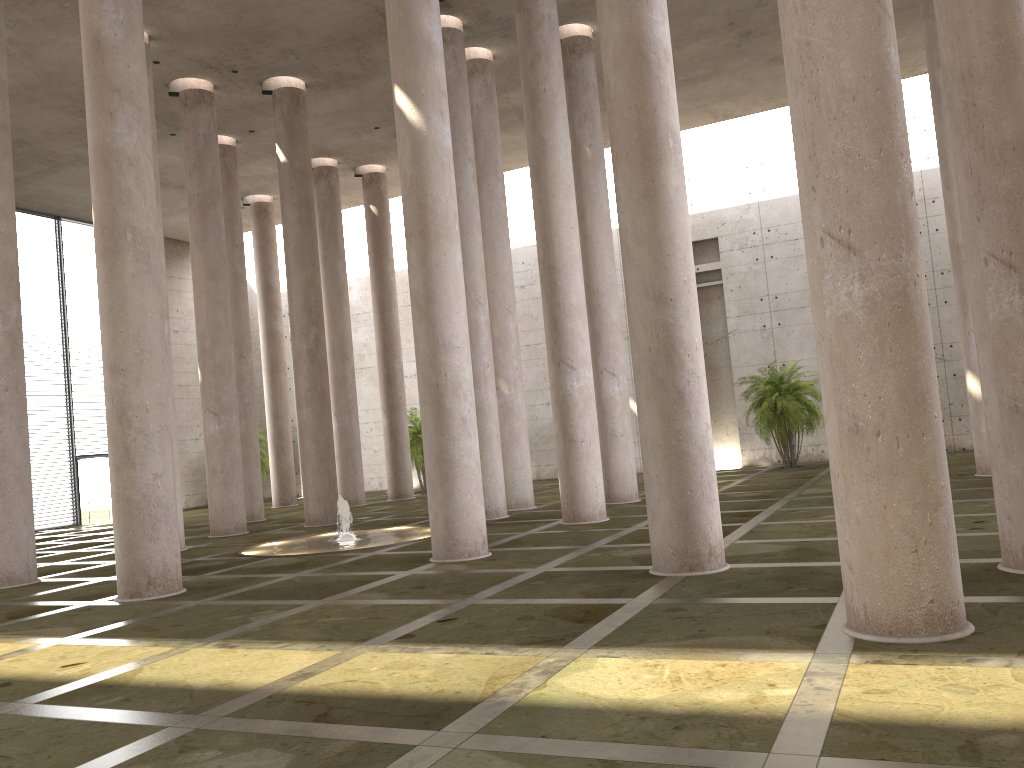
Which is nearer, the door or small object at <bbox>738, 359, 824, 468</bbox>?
small object at <bbox>738, 359, 824, 468</bbox>

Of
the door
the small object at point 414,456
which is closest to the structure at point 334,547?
the small object at point 414,456

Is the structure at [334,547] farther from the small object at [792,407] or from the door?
the door

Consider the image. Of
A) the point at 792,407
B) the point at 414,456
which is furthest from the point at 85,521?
the point at 792,407

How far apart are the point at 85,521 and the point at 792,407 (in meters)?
22.82

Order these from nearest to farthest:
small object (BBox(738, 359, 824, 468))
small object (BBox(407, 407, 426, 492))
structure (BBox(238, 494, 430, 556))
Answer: structure (BBox(238, 494, 430, 556)) < small object (BBox(738, 359, 824, 468)) < small object (BBox(407, 407, 426, 492))

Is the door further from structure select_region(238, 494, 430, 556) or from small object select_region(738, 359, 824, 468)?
small object select_region(738, 359, 824, 468)

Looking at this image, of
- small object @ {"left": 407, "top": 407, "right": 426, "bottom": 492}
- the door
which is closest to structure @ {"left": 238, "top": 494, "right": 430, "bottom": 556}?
small object @ {"left": 407, "top": 407, "right": 426, "bottom": 492}

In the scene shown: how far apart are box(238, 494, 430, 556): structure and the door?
15.3m

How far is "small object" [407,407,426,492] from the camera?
→ 29.95m
